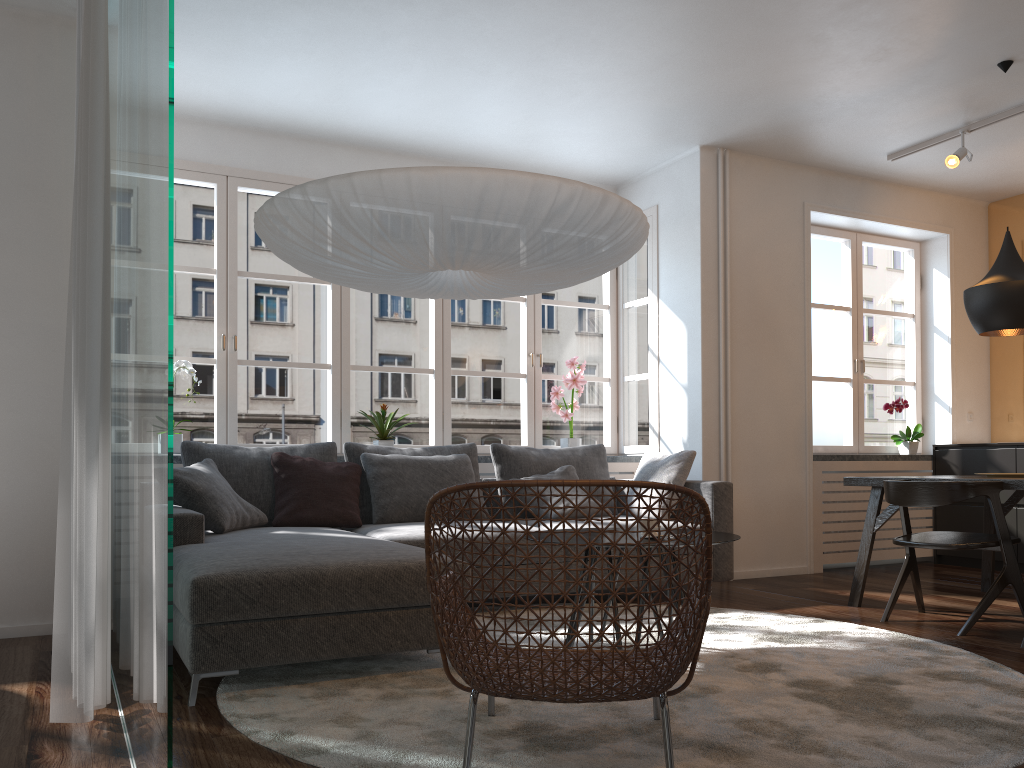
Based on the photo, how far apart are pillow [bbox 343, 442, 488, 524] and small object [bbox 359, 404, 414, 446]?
0.28m

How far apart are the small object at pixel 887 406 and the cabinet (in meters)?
0.15

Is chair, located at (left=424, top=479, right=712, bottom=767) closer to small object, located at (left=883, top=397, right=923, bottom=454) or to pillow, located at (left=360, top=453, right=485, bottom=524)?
pillow, located at (left=360, top=453, right=485, bottom=524)

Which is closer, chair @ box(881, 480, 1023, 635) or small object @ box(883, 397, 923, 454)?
chair @ box(881, 480, 1023, 635)

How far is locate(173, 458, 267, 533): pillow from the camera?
4.1 meters

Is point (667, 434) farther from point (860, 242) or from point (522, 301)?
point (860, 242)

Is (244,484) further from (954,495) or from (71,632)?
(954,495)

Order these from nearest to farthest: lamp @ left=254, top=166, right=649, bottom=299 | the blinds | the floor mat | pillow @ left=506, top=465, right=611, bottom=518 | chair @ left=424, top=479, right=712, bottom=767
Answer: chair @ left=424, top=479, right=712, bottom=767
the floor mat
the blinds
lamp @ left=254, top=166, right=649, bottom=299
pillow @ left=506, top=465, right=611, bottom=518

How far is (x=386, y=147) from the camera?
5.79m

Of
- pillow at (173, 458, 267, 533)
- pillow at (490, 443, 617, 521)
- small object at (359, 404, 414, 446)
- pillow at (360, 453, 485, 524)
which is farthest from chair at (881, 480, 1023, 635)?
pillow at (173, 458, 267, 533)
